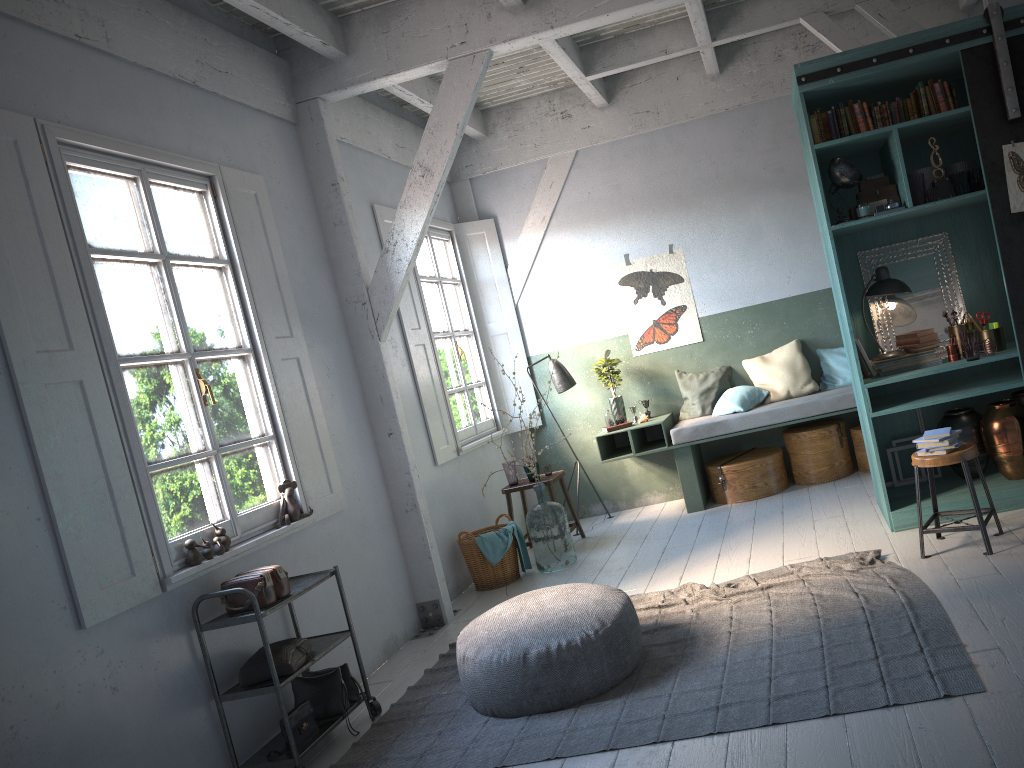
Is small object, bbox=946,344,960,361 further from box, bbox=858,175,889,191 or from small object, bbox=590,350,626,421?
small object, bbox=590,350,626,421

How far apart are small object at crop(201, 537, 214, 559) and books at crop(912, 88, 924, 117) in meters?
5.2 m

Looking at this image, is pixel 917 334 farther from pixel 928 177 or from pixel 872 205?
pixel 928 177

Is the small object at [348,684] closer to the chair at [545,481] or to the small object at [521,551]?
the small object at [521,551]

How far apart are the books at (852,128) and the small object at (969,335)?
1.5 meters

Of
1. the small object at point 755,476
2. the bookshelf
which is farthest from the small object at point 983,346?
the small object at point 755,476

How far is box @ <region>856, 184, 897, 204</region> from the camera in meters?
6.0 m

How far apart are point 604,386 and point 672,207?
1.9m

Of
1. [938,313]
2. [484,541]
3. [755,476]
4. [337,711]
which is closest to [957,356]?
[938,313]

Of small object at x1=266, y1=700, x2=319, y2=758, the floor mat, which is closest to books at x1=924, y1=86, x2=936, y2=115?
the floor mat
